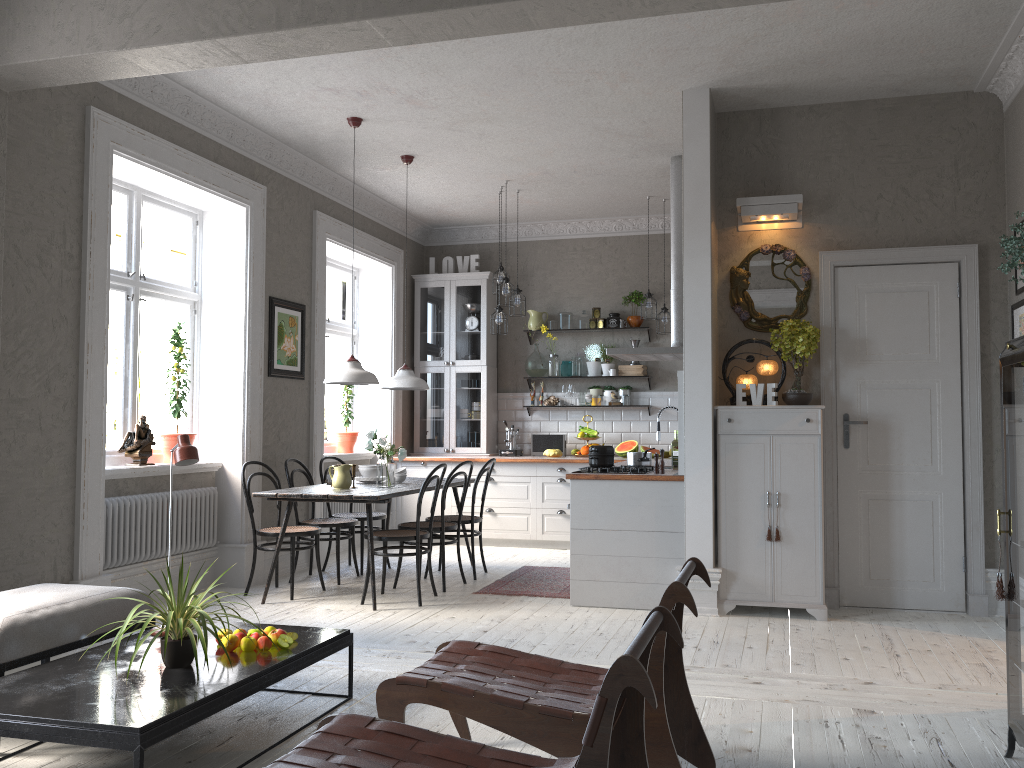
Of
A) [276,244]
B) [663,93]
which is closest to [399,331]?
[276,244]

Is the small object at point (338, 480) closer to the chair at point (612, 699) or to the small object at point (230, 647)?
the small object at point (230, 647)

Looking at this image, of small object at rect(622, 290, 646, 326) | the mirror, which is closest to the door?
the mirror

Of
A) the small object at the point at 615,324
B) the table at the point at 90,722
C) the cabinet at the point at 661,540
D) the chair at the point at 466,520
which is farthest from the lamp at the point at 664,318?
the table at the point at 90,722

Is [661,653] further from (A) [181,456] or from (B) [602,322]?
(B) [602,322]

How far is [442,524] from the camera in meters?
6.3 m

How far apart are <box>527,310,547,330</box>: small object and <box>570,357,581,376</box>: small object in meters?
0.5

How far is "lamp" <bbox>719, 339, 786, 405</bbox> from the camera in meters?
5.6

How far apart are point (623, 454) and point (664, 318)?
1.36m

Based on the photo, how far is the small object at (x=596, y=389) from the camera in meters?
9.0 m
